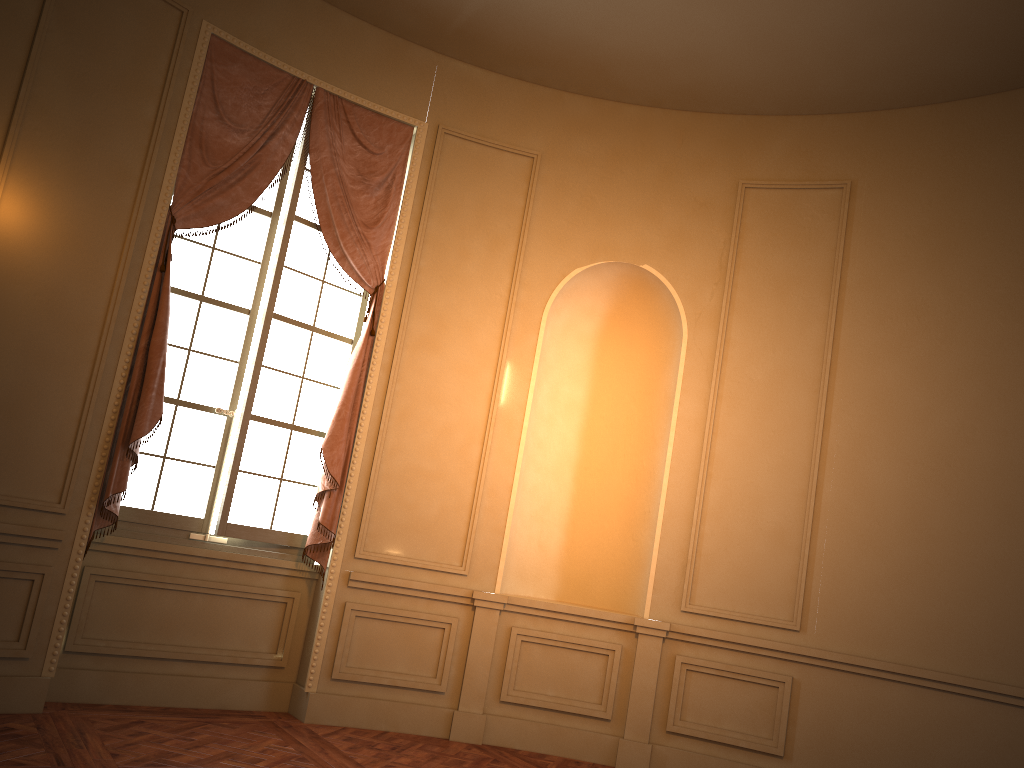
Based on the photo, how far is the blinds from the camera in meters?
4.7 m

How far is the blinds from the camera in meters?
4.7

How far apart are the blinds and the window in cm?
8

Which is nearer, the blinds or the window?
the blinds

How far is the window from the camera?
5.0m

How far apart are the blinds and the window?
0.1 meters

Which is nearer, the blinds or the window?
the blinds
